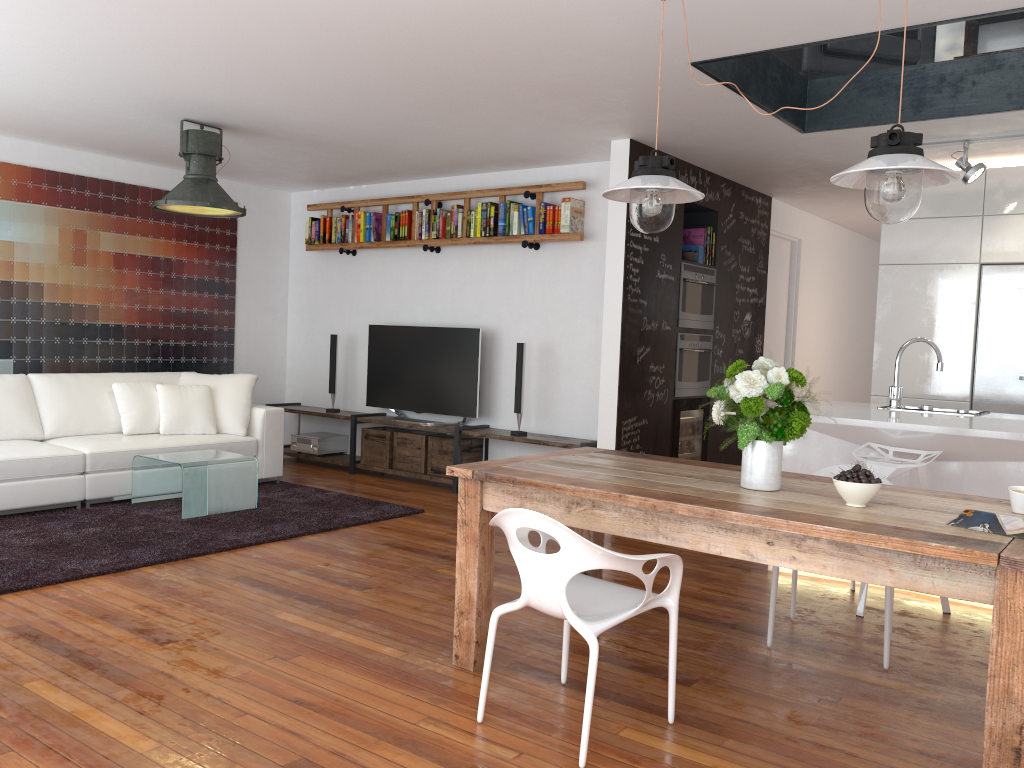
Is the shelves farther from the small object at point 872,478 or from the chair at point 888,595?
the small object at point 872,478

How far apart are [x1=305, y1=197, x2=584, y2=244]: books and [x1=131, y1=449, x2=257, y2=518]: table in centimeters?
241cm

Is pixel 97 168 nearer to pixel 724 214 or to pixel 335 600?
pixel 335 600

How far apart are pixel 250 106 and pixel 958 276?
4.66m

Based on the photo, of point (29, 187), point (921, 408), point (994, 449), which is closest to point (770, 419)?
point (994, 449)

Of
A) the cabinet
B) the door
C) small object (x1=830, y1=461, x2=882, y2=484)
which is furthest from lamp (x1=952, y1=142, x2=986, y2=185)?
small object (x1=830, y1=461, x2=882, y2=484)

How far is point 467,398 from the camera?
6.95m

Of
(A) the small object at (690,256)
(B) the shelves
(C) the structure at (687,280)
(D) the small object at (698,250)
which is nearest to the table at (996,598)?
(B) the shelves

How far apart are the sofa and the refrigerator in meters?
4.9 m

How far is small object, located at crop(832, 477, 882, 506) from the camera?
2.67m
